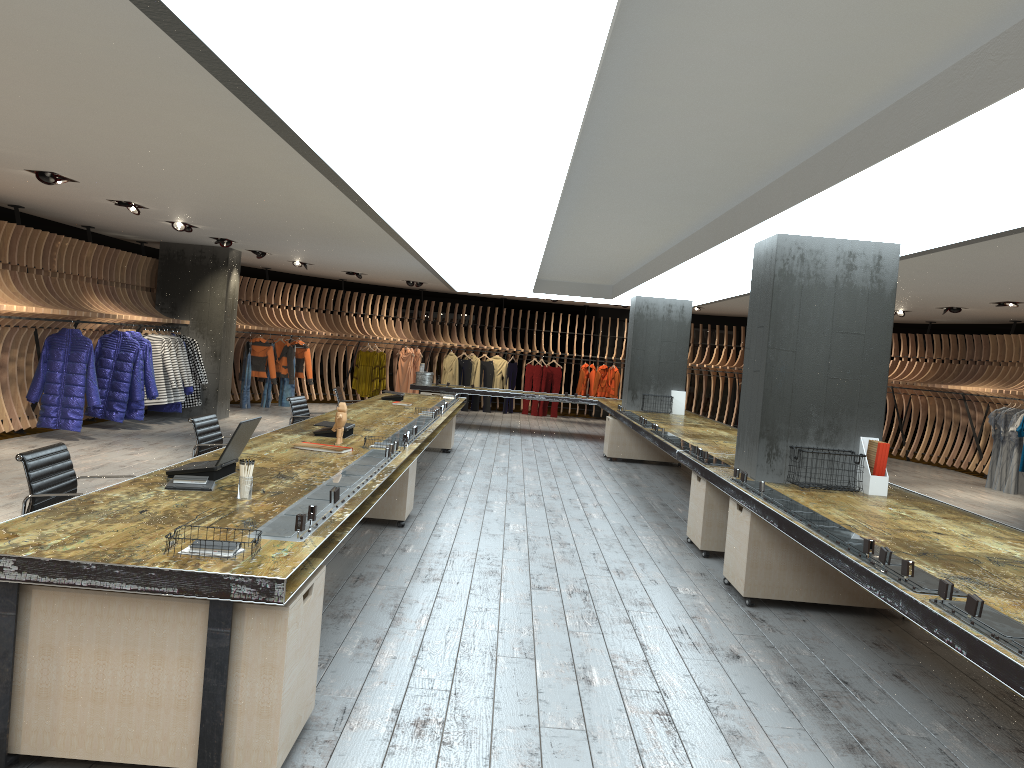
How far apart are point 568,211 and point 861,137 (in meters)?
3.61

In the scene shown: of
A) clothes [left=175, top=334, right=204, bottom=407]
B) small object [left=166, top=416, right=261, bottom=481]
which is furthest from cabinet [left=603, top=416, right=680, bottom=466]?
small object [left=166, top=416, right=261, bottom=481]

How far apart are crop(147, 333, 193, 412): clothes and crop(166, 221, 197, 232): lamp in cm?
314

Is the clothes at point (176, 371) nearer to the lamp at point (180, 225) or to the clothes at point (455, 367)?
the lamp at point (180, 225)

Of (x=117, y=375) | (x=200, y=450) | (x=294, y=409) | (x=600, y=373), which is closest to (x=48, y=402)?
(x=117, y=375)

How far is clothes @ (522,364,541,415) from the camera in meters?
21.0 m

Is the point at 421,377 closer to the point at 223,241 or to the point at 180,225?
the point at 223,241

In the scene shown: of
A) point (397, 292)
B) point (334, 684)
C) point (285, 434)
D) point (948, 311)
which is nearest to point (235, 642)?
point (334, 684)

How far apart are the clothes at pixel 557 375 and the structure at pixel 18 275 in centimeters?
87cm

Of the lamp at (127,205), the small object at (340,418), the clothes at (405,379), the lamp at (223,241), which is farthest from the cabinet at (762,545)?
the clothes at (405,379)
